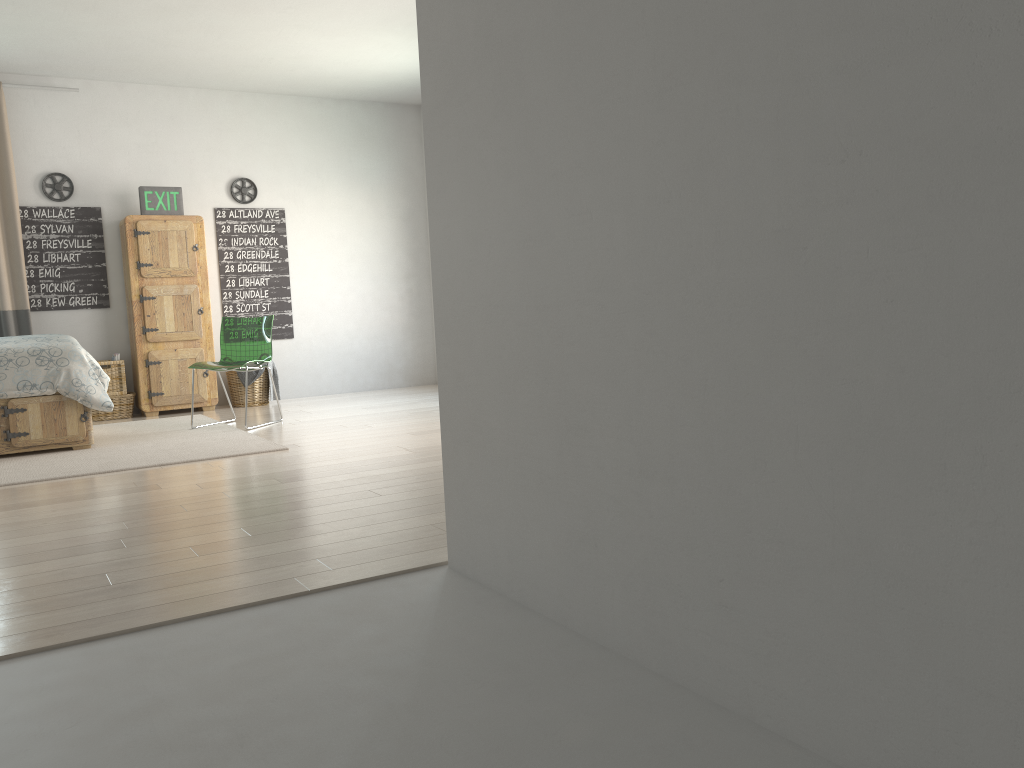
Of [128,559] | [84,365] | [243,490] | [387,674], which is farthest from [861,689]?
[84,365]

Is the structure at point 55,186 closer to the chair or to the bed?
the chair

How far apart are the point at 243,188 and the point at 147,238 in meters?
1.0

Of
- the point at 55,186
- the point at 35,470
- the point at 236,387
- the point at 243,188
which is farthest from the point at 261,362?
the point at 55,186

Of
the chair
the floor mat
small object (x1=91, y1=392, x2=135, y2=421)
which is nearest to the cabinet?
small object (x1=91, y1=392, x2=135, y2=421)

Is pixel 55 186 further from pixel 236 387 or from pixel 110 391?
pixel 236 387

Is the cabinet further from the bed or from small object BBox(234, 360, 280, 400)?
the bed

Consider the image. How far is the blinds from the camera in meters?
6.6

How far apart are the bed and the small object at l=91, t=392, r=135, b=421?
1.6m

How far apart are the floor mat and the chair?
0.4 meters
